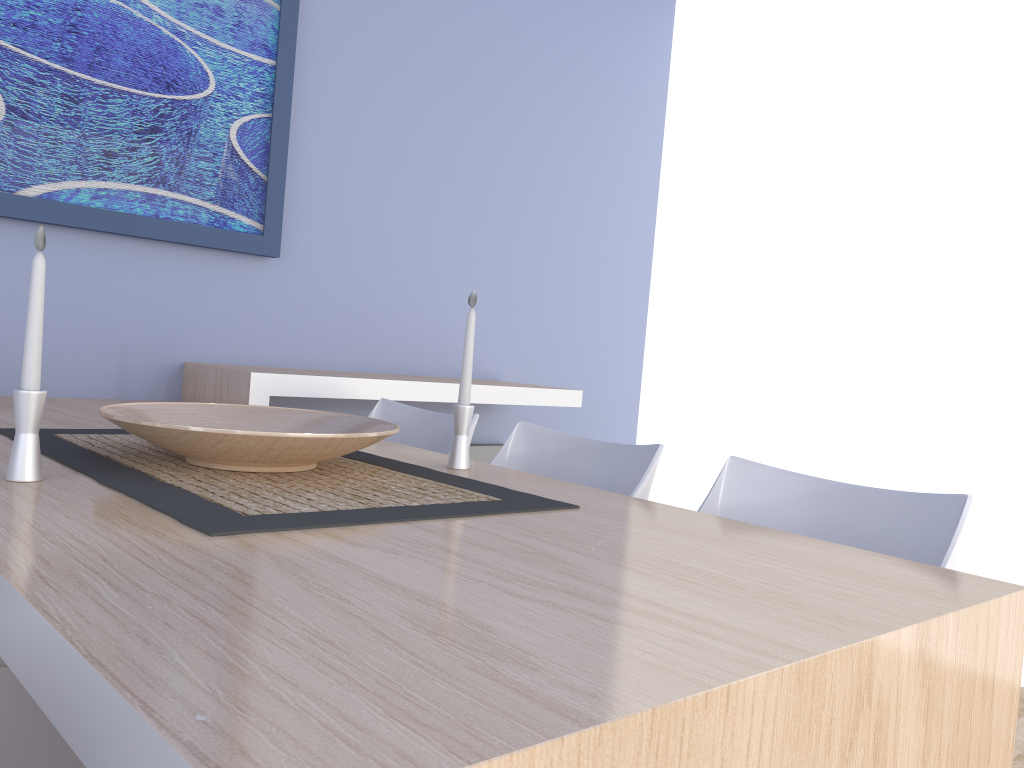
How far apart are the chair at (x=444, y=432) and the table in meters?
0.3 m

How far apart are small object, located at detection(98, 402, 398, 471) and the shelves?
Result: 0.66m

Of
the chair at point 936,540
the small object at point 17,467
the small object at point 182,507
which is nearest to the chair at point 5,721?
the small object at point 182,507

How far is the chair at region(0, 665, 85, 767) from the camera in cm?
88

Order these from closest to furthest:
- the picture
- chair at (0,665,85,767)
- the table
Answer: the table → chair at (0,665,85,767) → the picture

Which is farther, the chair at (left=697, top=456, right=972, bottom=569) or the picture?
the picture

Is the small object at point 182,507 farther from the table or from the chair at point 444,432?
the chair at point 444,432

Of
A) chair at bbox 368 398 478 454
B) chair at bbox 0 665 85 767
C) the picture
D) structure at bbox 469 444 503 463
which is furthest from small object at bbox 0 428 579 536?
structure at bbox 469 444 503 463

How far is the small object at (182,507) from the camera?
1.1 meters

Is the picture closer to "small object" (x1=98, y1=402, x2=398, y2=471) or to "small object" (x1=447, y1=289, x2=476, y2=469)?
"small object" (x1=98, y1=402, x2=398, y2=471)
